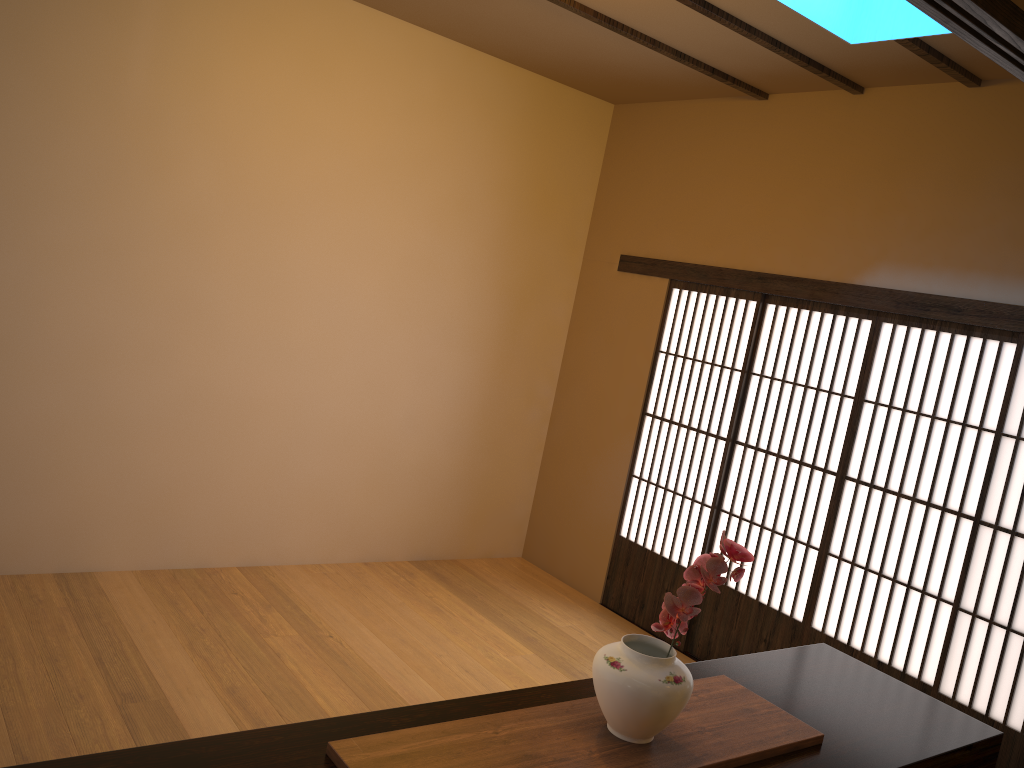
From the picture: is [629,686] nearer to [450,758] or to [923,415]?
[450,758]

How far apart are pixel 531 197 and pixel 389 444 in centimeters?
175cm

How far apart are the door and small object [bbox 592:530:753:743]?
2.43m

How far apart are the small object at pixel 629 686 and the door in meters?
2.4 m

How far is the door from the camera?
4.0m

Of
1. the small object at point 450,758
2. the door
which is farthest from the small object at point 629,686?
the door

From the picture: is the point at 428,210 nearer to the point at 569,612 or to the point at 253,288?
the point at 253,288

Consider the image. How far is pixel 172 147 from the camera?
4.18m

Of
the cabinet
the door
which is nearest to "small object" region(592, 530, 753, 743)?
the cabinet

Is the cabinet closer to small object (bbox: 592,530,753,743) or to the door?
small object (bbox: 592,530,753,743)
